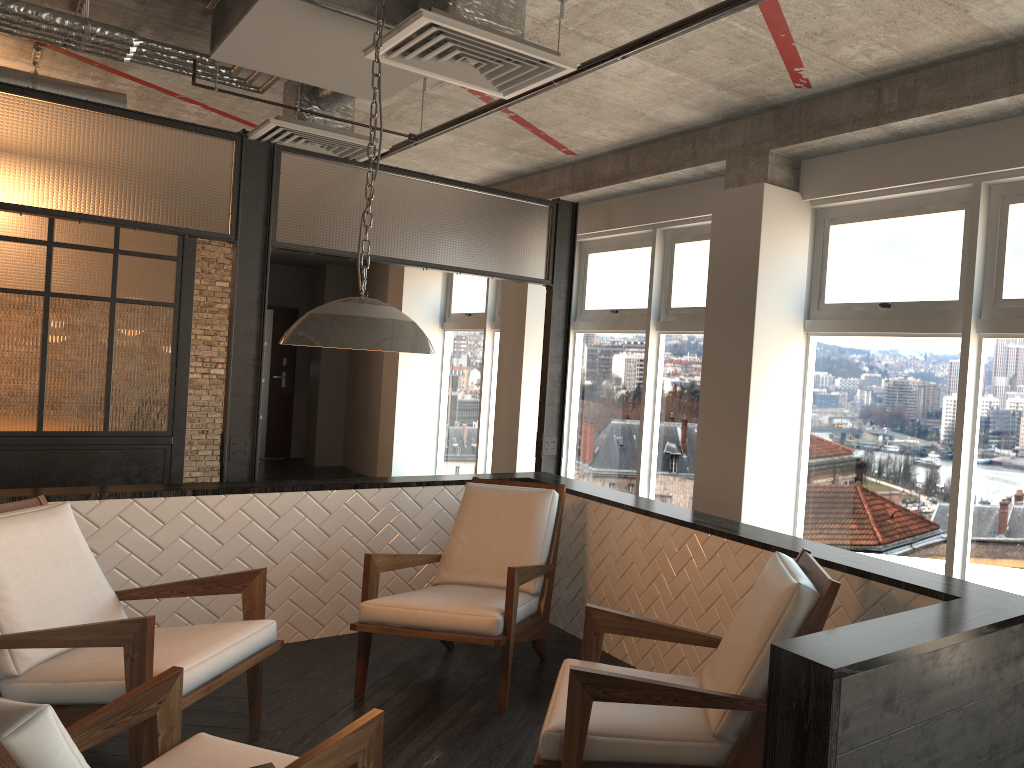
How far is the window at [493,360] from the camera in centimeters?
876cm

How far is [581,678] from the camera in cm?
255

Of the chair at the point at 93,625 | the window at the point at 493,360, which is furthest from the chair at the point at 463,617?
the window at the point at 493,360

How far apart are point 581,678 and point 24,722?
1.45m

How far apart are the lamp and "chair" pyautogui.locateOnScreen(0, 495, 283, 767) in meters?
1.1

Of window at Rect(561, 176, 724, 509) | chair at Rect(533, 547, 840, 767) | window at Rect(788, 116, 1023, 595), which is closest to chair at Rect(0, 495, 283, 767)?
chair at Rect(533, 547, 840, 767)

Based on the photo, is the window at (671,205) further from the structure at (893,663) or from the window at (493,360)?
the window at (493,360)

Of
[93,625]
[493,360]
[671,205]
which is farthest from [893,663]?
[493,360]

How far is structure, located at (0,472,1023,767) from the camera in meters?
2.1

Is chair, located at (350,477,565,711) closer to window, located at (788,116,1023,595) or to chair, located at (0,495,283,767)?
chair, located at (0,495,283,767)
